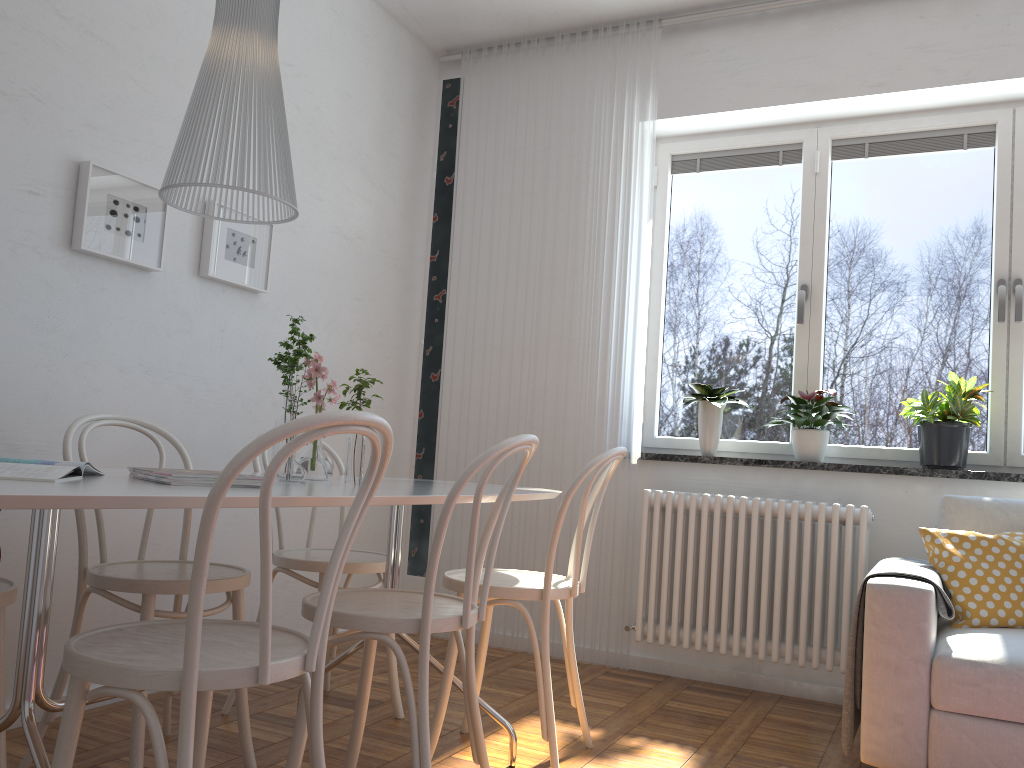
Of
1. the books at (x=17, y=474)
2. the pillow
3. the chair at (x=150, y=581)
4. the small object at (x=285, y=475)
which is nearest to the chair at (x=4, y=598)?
the chair at (x=150, y=581)

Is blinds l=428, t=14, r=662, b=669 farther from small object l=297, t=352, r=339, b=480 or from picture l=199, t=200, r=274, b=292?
small object l=297, t=352, r=339, b=480

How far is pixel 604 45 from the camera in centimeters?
411cm

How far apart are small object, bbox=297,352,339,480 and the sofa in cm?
150

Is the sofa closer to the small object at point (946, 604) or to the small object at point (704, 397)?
the small object at point (946, 604)

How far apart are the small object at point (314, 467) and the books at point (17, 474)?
0.7m

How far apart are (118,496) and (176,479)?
0.39m

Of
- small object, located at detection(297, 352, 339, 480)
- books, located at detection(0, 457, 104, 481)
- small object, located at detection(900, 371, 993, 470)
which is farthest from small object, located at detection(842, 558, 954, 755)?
books, located at detection(0, 457, 104, 481)

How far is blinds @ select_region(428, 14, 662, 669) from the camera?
3.89m

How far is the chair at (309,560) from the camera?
2.7 meters
